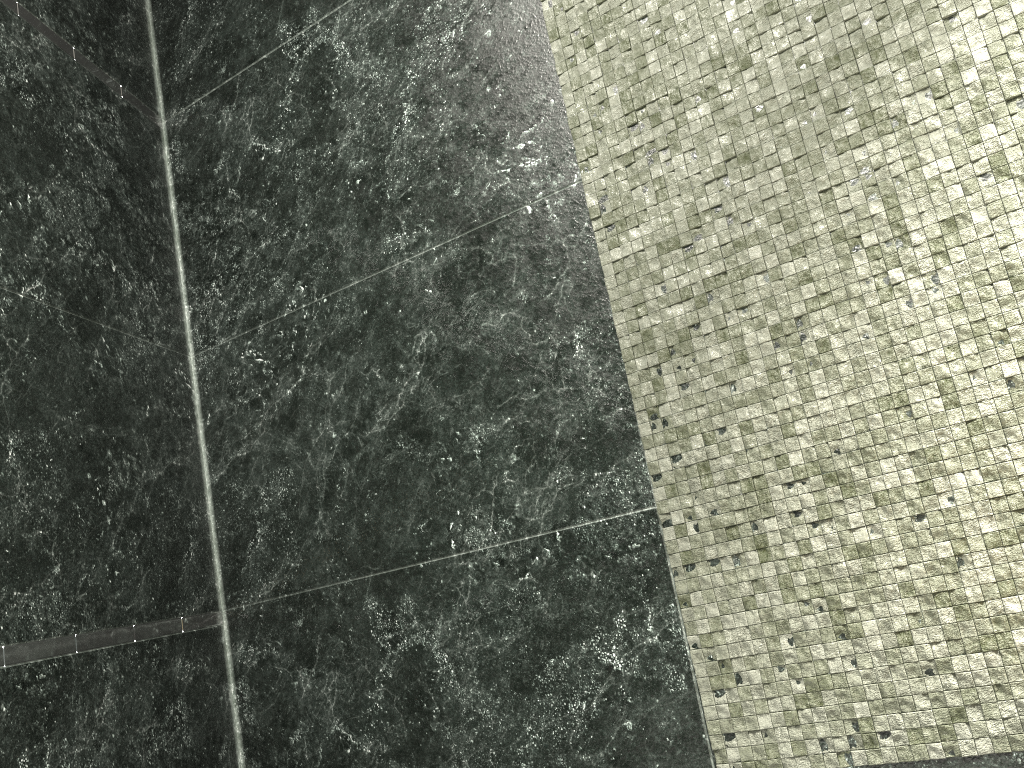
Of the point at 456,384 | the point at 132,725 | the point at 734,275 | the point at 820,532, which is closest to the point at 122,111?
the point at 456,384
